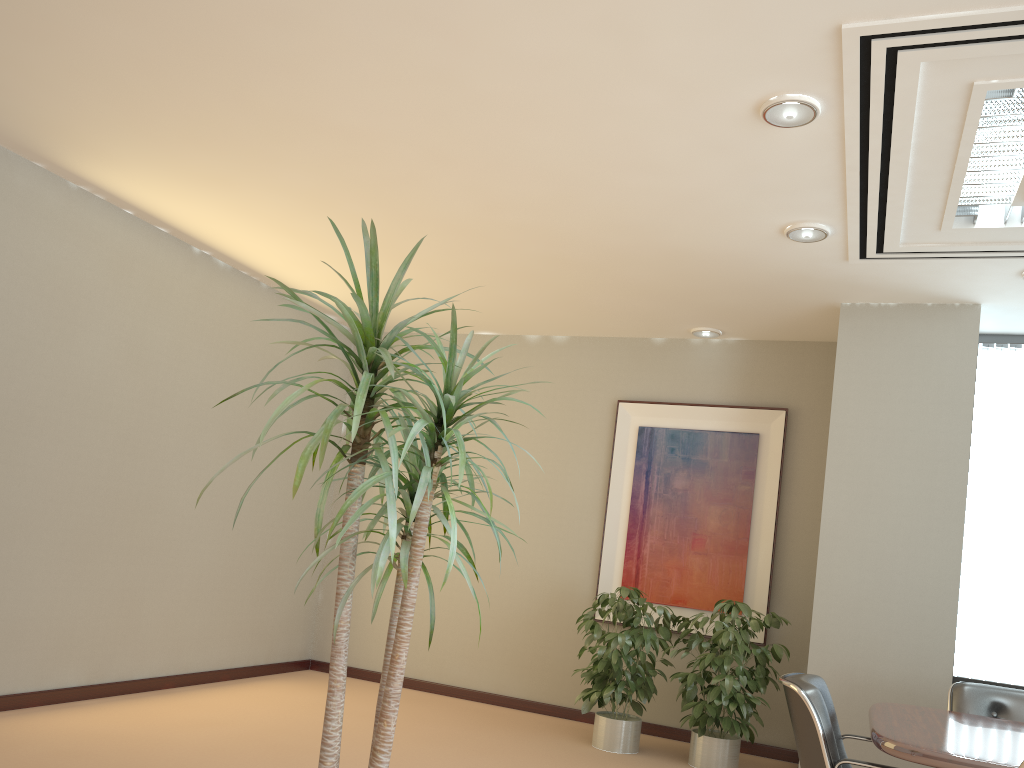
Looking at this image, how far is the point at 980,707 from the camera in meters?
4.2

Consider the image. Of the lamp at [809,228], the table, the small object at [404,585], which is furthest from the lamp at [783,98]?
the table

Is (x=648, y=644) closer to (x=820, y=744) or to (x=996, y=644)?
(x=996, y=644)

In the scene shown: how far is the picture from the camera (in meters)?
6.41

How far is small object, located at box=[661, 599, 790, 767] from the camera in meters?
5.4

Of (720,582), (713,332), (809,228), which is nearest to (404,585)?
(809,228)

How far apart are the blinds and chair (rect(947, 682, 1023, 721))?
1.5 meters

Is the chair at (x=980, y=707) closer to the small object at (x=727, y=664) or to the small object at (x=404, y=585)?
the small object at (x=727, y=664)

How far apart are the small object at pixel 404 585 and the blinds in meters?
4.5

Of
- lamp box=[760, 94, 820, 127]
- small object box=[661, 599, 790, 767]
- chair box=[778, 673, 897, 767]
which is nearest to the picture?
small object box=[661, 599, 790, 767]
